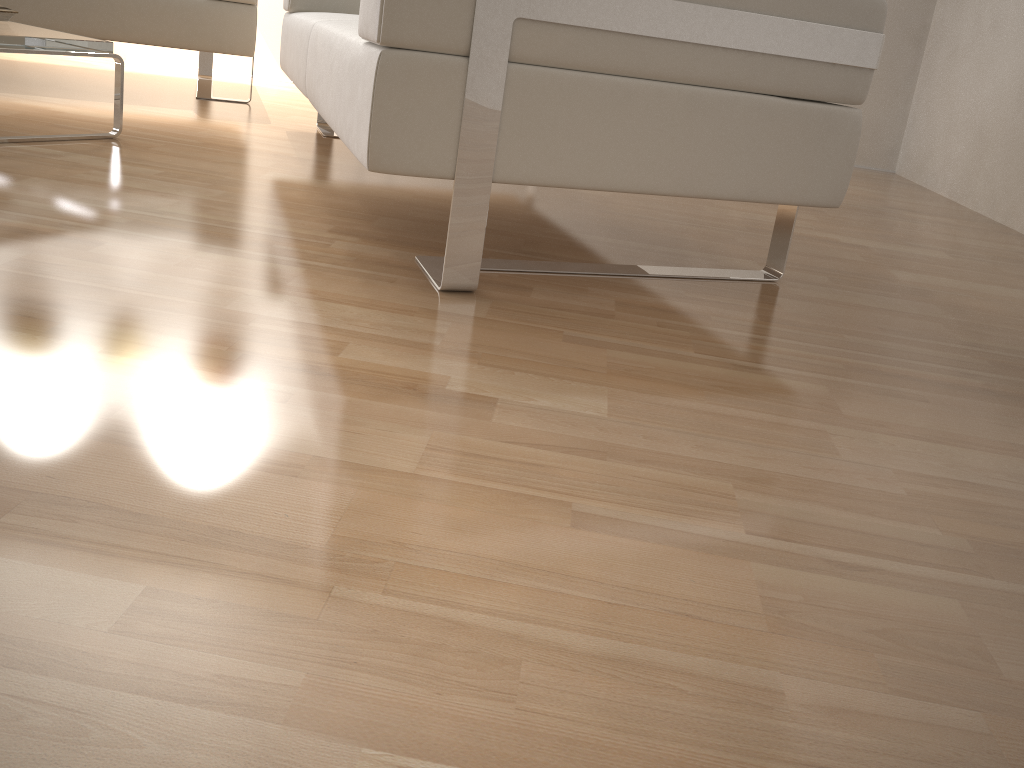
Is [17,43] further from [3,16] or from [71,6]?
[71,6]

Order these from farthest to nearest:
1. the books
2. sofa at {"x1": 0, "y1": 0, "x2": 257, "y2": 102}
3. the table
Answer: sofa at {"x1": 0, "y1": 0, "x2": 257, "y2": 102} < the books < the table

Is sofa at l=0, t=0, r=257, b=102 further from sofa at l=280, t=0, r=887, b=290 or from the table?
the table

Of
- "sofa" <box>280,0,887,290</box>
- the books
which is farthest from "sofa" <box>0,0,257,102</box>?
the books

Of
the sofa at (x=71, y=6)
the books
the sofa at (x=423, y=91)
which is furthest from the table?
the sofa at (x=71, y=6)

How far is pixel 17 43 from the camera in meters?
2.0 m

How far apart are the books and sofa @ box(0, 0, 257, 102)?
0.64m

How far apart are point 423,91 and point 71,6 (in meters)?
2.23

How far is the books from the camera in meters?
2.3

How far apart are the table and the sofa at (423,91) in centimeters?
42cm
